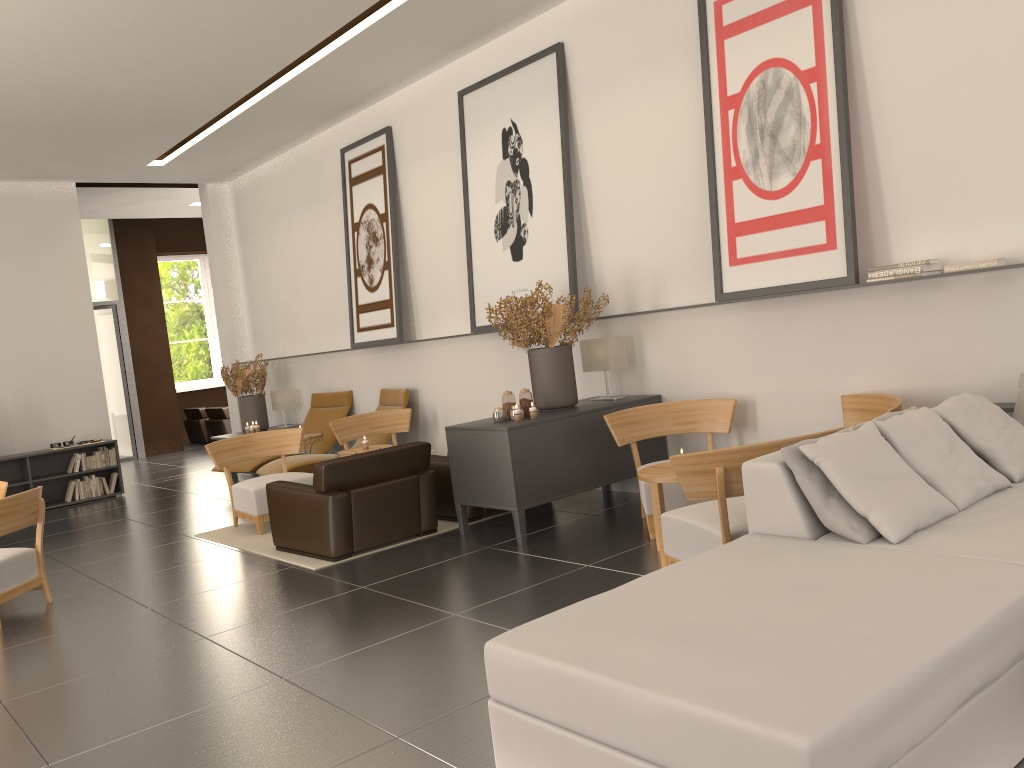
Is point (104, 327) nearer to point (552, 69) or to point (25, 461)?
point (25, 461)

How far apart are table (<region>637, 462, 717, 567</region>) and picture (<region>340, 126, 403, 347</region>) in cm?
699

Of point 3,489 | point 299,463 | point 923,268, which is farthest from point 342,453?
point 923,268

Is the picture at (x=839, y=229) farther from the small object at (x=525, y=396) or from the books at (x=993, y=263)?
the small object at (x=525, y=396)

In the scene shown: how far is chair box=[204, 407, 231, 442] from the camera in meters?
24.6

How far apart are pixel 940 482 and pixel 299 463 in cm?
1006

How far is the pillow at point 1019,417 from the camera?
7.0m

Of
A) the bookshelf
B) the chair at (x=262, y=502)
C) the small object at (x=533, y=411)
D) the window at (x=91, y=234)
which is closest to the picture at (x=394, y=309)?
the chair at (x=262, y=502)

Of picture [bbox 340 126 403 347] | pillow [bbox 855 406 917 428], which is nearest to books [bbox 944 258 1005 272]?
pillow [bbox 855 406 917 428]

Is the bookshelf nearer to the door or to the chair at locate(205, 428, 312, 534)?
the chair at locate(205, 428, 312, 534)
